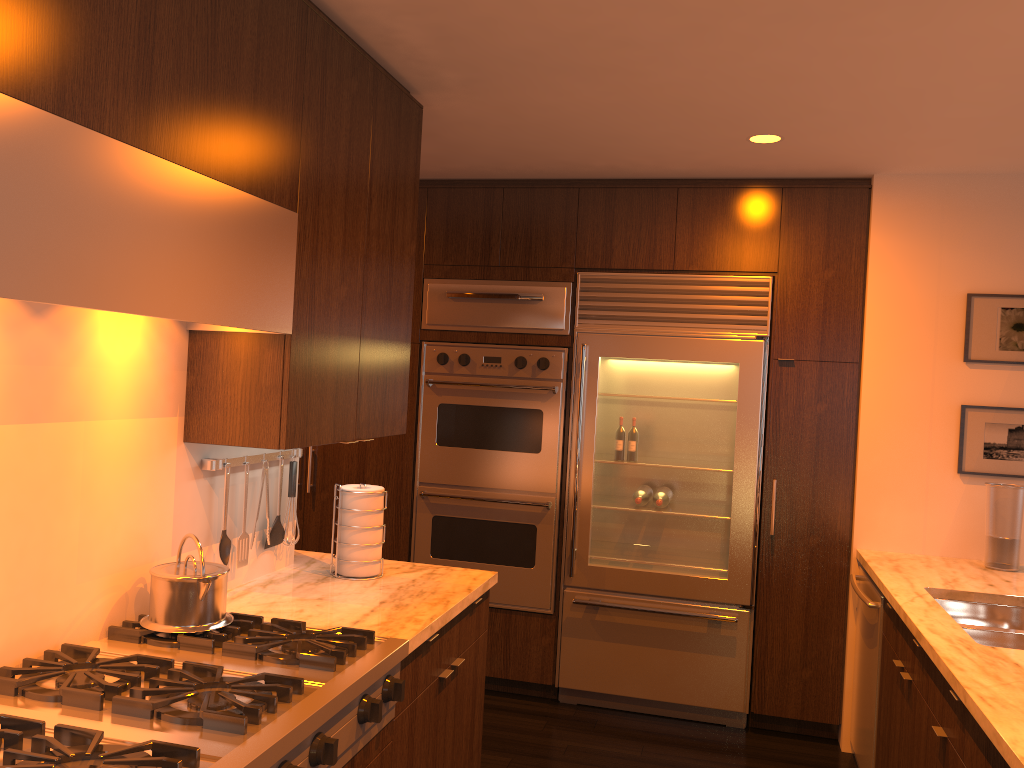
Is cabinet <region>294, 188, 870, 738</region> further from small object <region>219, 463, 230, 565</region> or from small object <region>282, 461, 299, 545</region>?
small object <region>219, 463, 230, 565</region>

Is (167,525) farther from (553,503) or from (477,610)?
(553,503)

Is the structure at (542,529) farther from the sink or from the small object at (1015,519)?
the small object at (1015,519)

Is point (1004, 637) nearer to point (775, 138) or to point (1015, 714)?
point (1015, 714)

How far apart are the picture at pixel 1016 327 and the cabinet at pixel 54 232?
0.7m

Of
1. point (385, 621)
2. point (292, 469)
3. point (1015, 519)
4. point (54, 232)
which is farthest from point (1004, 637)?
point (54, 232)

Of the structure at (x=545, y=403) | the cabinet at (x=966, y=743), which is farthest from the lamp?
the cabinet at (x=966, y=743)

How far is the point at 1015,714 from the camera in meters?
1.9

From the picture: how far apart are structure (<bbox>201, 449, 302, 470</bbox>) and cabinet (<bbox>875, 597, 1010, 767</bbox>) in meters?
2.0

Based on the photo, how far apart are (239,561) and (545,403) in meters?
2.0
